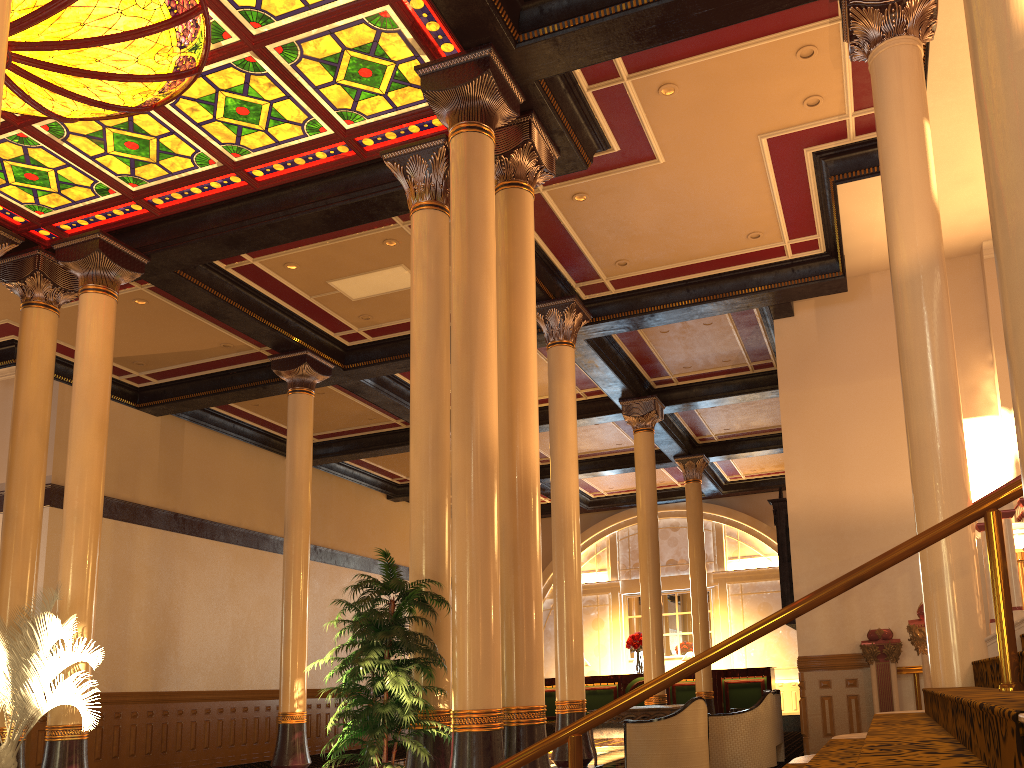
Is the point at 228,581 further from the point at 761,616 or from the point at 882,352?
the point at 761,616

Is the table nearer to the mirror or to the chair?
the chair

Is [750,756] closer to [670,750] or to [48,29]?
[670,750]

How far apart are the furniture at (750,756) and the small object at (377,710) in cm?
448

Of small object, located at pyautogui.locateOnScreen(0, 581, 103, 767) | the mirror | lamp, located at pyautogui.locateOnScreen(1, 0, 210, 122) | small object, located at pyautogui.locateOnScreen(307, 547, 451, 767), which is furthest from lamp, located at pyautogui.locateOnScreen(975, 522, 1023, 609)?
small object, located at pyautogui.locateOnScreen(0, 581, 103, 767)

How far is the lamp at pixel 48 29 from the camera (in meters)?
6.55

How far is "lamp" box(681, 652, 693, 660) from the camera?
19.1 meters

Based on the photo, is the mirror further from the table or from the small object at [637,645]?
the small object at [637,645]

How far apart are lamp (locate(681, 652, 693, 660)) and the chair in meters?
10.6

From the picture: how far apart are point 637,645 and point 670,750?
11.12m
